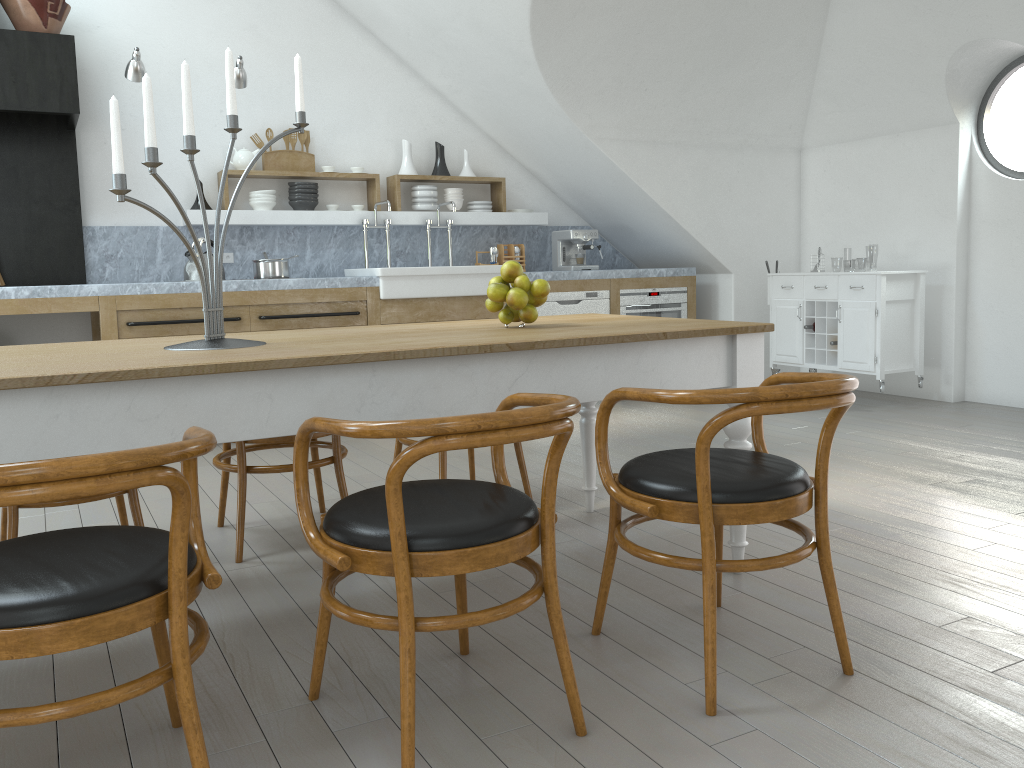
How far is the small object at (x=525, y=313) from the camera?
2.8 meters

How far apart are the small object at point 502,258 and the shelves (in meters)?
0.20

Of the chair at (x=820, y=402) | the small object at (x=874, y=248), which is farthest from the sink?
the small object at (x=874, y=248)

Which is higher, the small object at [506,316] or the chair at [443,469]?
the small object at [506,316]

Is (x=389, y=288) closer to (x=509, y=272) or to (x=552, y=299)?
(x=552, y=299)

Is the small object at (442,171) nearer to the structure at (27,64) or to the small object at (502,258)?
the small object at (502,258)

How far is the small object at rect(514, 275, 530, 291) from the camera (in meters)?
2.76

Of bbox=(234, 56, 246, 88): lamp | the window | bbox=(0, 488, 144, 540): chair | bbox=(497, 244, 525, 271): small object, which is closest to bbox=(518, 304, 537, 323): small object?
bbox=(0, 488, 144, 540): chair

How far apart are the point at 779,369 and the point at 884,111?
1.9m

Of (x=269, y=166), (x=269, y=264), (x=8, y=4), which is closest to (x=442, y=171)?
(x=269, y=166)
